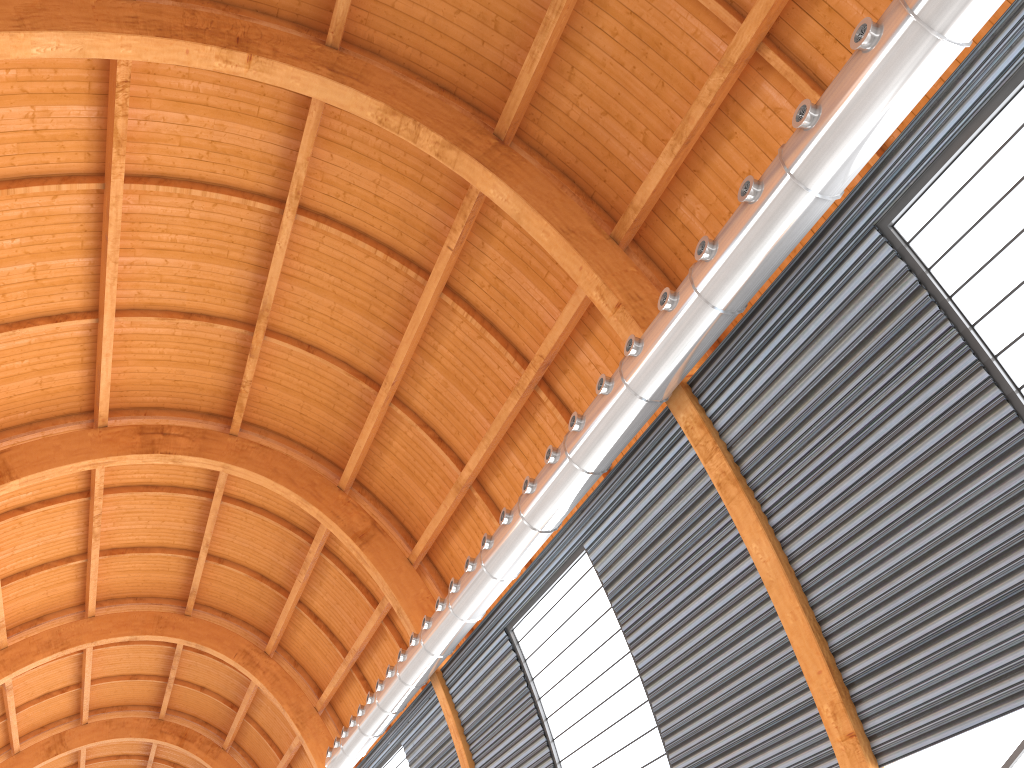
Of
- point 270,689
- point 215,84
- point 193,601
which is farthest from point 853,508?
point 193,601
